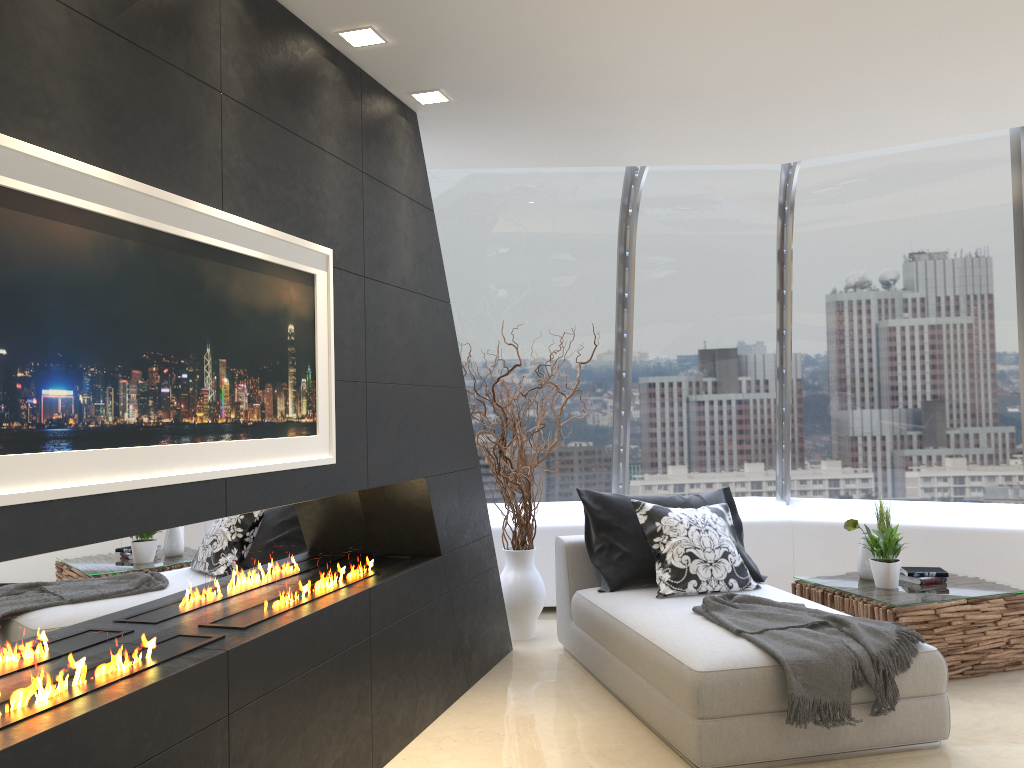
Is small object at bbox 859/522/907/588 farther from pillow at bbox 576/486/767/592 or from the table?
pillow at bbox 576/486/767/592

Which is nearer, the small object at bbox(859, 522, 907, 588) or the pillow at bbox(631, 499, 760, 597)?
the pillow at bbox(631, 499, 760, 597)

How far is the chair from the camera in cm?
353

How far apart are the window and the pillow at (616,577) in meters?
1.1 m

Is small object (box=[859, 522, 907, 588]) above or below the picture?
below

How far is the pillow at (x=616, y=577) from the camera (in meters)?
4.96

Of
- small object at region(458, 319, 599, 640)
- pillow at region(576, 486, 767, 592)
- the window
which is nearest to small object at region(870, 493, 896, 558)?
pillow at region(576, 486, 767, 592)

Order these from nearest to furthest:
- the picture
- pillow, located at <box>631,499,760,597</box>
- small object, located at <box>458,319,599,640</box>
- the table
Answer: the picture
the table
pillow, located at <box>631,499,760,597</box>
small object, located at <box>458,319,599,640</box>

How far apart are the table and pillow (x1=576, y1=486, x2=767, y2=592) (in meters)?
0.33

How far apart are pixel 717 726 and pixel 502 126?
3.0 meters
